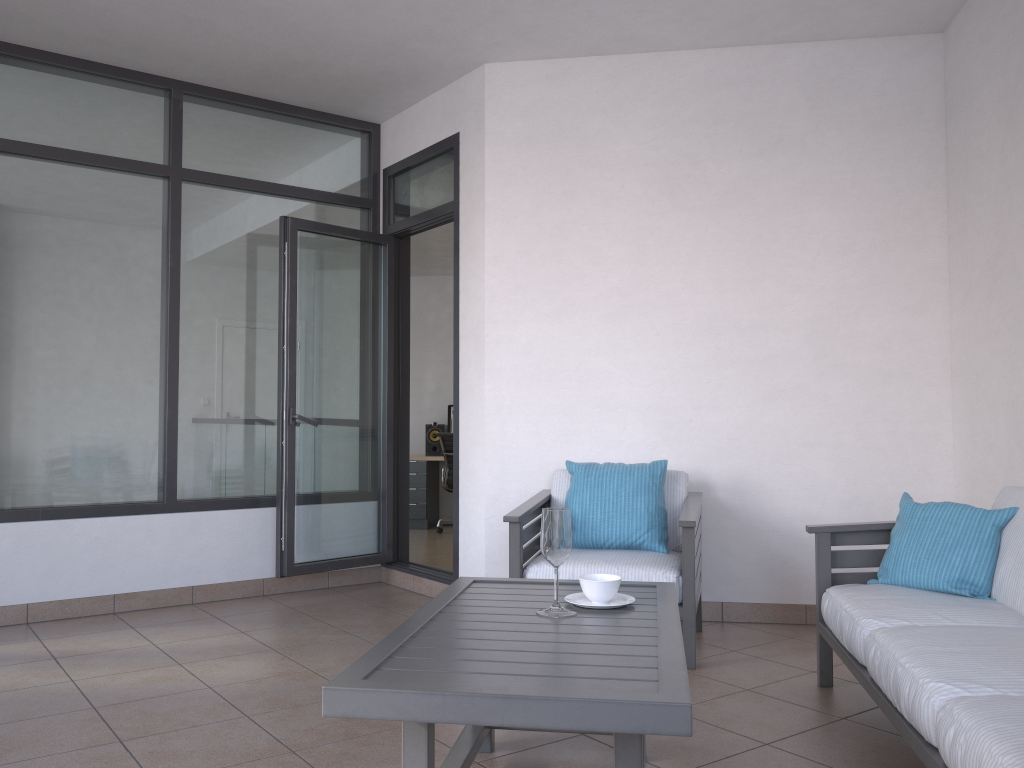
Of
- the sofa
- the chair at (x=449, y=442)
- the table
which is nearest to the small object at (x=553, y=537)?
the table

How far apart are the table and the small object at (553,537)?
0.02m

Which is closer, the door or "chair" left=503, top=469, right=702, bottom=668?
"chair" left=503, top=469, right=702, bottom=668

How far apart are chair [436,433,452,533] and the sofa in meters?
5.6

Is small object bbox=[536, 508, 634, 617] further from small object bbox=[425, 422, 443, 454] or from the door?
small object bbox=[425, 422, 443, 454]

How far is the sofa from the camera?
1.8m

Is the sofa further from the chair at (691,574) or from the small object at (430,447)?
the small object at (430,447)

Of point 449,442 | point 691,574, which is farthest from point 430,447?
point 691,574

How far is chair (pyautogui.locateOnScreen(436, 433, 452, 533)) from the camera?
8.8m

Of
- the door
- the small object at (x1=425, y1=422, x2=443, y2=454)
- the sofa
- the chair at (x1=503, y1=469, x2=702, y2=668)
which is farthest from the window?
the small object at (x1=425, y1=422, x2=443, y2=454)
